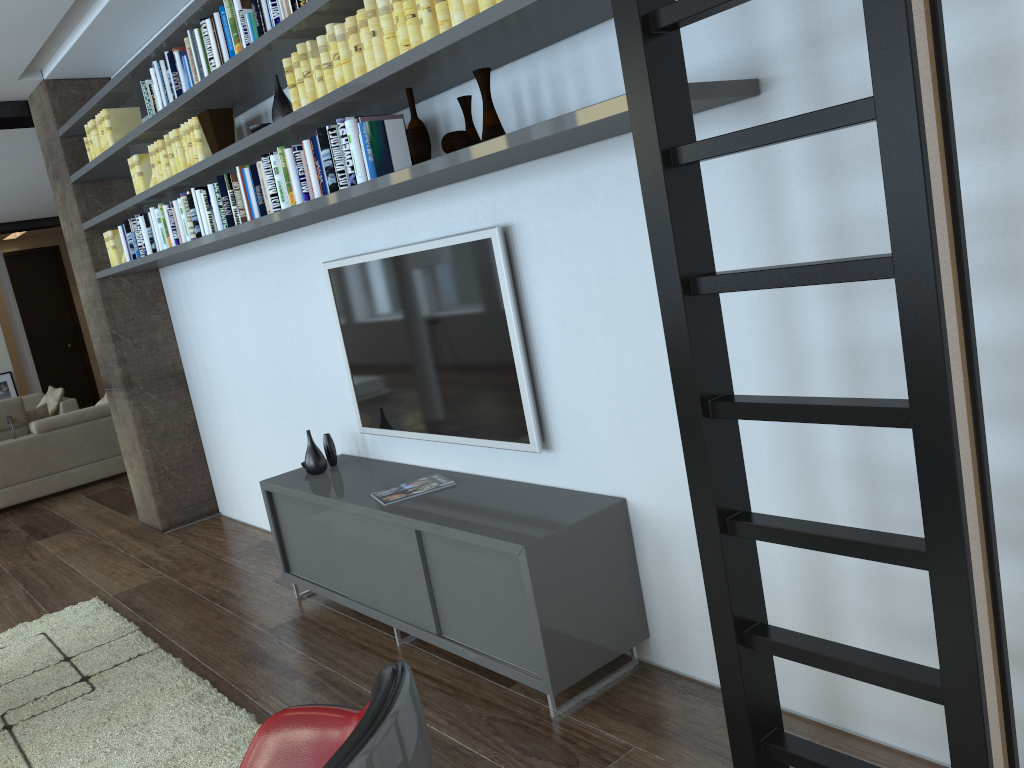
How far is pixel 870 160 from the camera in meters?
2.0 m

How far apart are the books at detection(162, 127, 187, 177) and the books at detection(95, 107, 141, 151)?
0.71m

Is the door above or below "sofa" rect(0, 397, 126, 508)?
above

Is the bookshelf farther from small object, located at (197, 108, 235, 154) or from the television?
the television

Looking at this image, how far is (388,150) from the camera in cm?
298

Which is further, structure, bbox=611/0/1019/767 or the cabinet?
the cabinet

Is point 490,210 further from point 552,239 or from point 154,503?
point 154,503

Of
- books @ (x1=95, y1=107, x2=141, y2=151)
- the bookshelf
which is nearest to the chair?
the bookshelf

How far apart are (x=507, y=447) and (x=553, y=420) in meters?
0.2 m

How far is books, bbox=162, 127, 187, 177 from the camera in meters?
4.3
